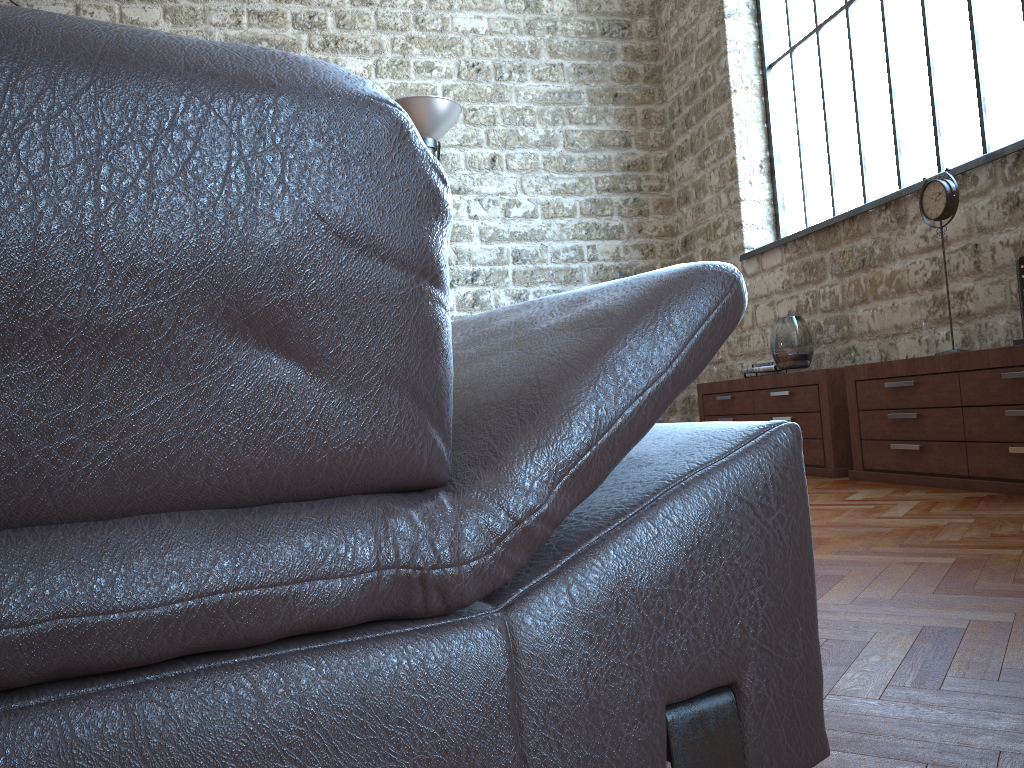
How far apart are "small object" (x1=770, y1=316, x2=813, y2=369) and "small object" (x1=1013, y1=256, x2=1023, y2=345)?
1.66m

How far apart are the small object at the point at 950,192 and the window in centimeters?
60cm

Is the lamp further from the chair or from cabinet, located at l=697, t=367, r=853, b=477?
the chair

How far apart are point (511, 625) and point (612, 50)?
7.8m

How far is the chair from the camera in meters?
0.5 m

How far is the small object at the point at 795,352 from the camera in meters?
5.3 m

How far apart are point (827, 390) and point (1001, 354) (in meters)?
1.29

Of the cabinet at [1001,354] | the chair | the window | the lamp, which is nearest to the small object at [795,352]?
the cabinet at [1001,354]

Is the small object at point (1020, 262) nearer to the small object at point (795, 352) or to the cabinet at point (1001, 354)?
the cabinet at point (1001, 354)

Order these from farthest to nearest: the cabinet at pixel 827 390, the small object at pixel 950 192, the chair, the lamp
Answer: the lamp < the cabinet at pixel 827 390 < the small object at pixel 950 192 < the chair
